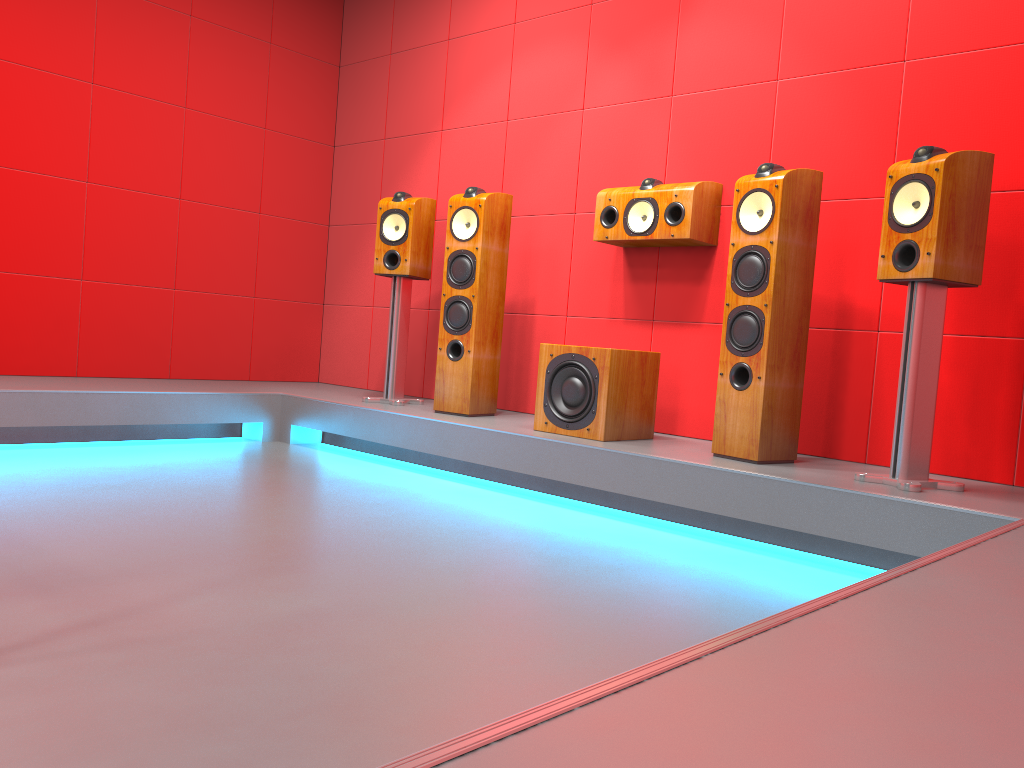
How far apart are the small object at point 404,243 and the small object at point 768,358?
1.7 meters

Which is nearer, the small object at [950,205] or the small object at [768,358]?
the small object at [950,205]

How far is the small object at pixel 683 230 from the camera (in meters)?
3.63

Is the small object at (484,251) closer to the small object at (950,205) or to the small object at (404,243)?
the small object at (404,243)

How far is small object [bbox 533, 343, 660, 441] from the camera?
3.42m

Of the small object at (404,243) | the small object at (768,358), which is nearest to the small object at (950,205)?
the small object at (768,358)

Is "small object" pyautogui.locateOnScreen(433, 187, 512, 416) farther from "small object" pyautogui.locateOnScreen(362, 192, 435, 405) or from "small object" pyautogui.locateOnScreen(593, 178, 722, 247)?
"small object" pyautogui.locateOnScreen(593, 178, 722, 247)

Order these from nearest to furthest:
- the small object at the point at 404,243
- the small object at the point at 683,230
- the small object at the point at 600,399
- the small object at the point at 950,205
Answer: the small object at the point at 950,205 < the small object at the point at 600,399 < the small object at the point at 683,230 < the small object at the point at 404,243

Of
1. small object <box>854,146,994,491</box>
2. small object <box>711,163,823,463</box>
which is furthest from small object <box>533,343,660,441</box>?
small object <box>854,146,994,491</box>

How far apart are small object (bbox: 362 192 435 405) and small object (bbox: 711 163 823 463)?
1.73m
